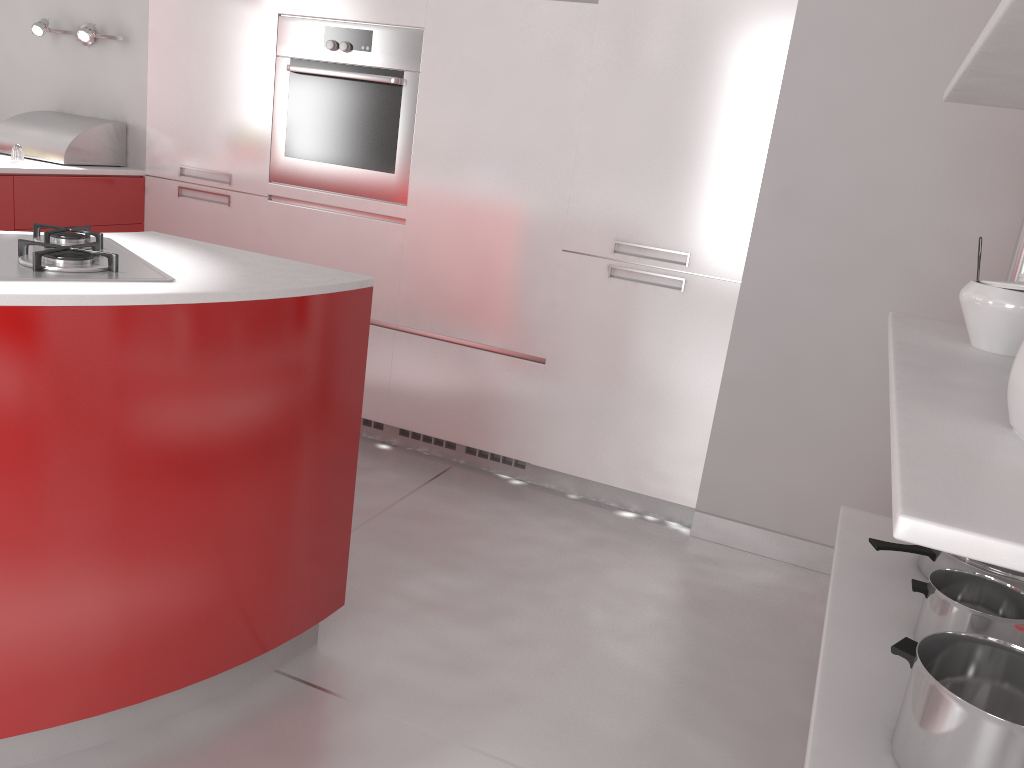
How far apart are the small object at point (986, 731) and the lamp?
3.5m

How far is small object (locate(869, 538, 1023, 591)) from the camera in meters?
1.8 m

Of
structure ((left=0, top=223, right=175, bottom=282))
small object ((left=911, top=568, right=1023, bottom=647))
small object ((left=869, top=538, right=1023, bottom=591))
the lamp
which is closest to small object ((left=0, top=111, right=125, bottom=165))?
the lamp

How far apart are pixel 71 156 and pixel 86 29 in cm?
49

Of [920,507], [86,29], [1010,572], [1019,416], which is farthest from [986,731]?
[86,29]

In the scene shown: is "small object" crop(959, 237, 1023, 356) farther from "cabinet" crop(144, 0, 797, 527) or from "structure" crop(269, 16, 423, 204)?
"structure" crop(269, 16, 423, 204)

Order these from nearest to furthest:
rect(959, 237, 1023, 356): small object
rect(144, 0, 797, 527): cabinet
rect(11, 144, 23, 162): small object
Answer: rect(959, 237, 1023, 356): small object → rect(144, 0, 797, 527): cabinet → rect(11, 144, 23, 162): small object

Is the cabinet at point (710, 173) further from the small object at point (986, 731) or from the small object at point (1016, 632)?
the small object at point (986, 731)

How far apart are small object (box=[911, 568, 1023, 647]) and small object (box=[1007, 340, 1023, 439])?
0.5 meters

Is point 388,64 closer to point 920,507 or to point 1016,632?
point 1016,632
